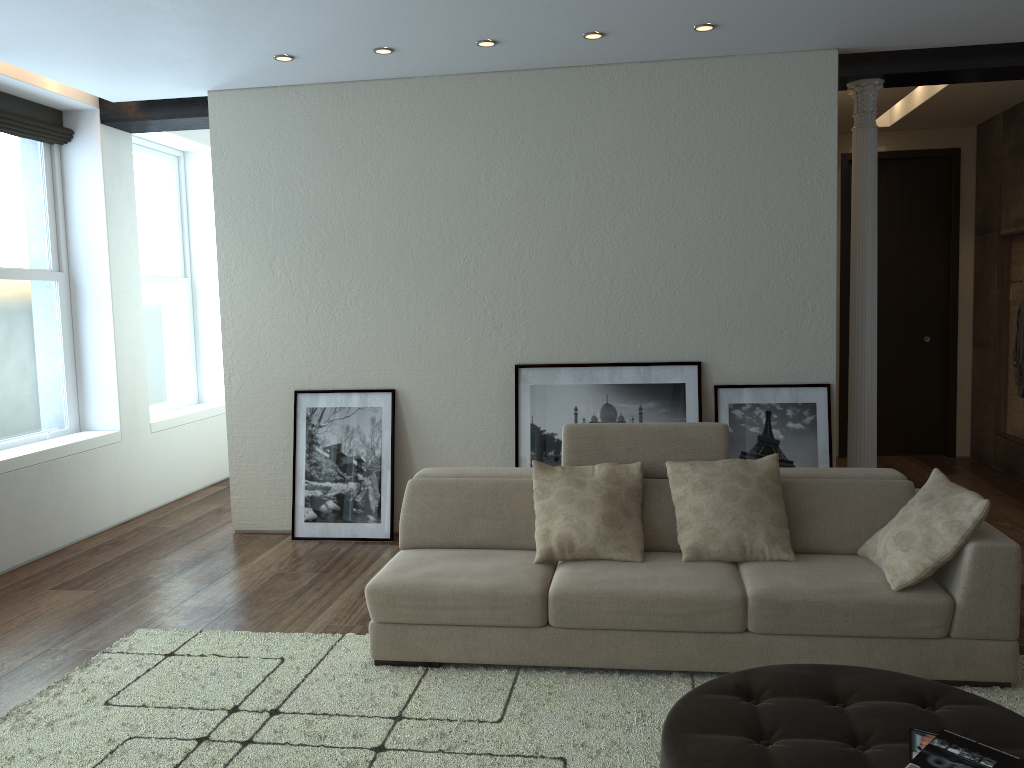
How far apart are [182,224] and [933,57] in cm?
626

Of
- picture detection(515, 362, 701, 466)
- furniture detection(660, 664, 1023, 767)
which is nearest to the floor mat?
furniture detection(660, 664, 1023, 767)

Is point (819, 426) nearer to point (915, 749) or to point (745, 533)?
point (745, 533)

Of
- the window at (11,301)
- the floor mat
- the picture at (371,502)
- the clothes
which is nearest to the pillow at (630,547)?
the floor mat

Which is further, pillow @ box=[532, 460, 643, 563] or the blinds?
the blinds

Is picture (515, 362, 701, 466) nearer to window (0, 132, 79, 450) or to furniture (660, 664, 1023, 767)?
furniture (660, 664, 1023, 767)

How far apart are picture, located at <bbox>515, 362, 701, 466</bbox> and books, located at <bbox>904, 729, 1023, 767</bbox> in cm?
330

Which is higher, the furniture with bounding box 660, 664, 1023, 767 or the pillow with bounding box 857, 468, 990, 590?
the pillow with bounding box 857, 468, 990, 590

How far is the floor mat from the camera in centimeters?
303cm

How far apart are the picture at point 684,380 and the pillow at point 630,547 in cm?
151
